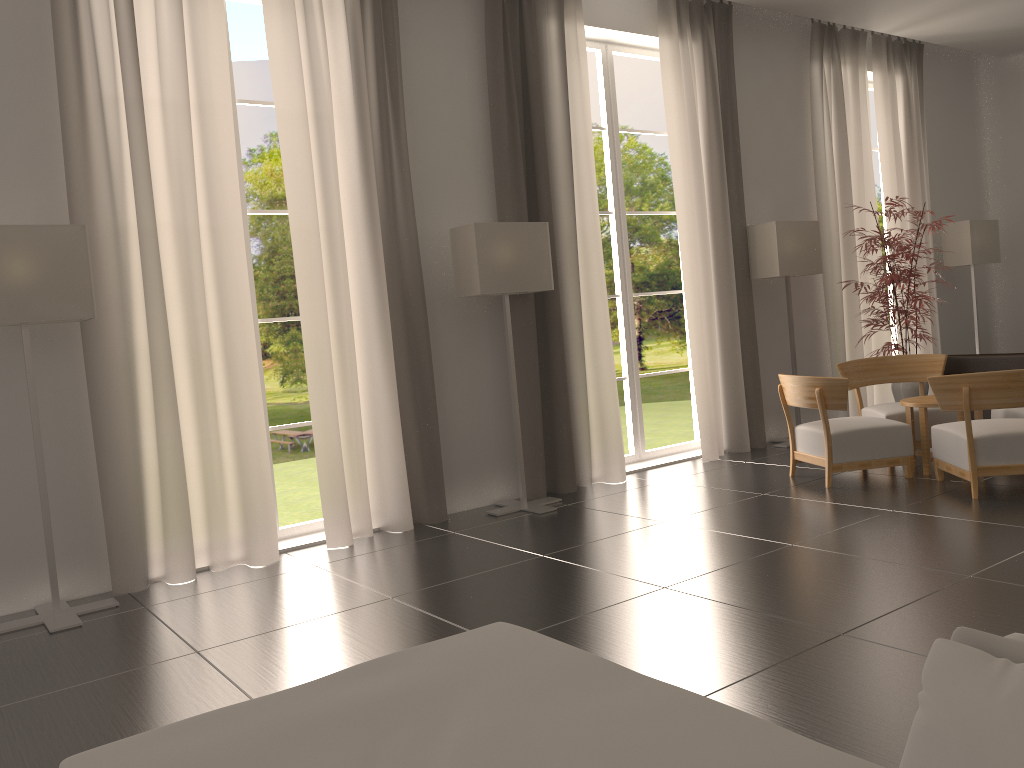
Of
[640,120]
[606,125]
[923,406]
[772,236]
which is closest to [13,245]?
[606,125]

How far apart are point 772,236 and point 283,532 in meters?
7.6

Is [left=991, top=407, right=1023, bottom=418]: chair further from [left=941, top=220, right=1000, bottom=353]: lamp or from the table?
[left=941, top=220, right=1000, bottom=353]: lamp

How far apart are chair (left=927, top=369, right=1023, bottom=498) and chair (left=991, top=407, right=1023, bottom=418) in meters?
1.0 m

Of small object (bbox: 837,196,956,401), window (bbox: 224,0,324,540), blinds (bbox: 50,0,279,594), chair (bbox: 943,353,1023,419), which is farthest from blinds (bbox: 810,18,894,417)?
blinds (bbox: 50,0,279,594)

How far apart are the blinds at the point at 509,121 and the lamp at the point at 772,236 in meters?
2.9 m

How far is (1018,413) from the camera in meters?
9.8 m

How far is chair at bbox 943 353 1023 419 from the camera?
11.9 meters

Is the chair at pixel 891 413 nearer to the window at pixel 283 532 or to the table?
the table

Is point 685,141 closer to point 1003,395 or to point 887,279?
point 887,279
